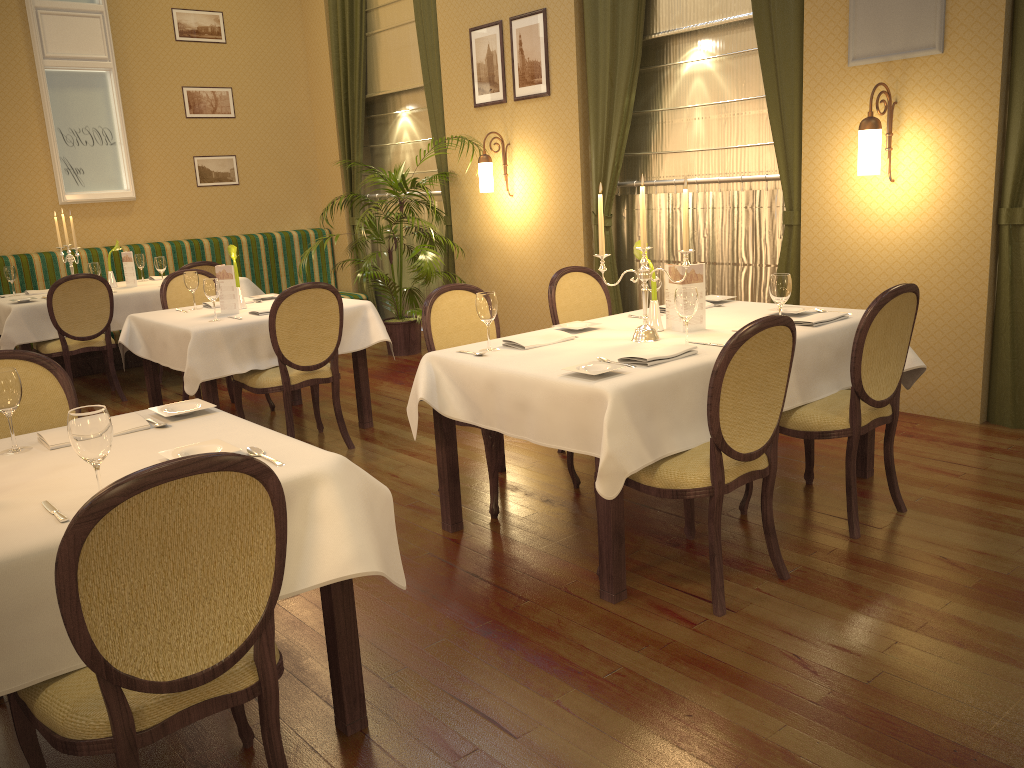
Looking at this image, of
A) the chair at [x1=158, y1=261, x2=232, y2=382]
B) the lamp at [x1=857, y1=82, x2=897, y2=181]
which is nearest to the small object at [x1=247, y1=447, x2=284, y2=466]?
the lamp at [x1=857, y1=82, x2=897, y2=181]

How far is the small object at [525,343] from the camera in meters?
3.5 m

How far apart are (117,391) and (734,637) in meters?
5.2

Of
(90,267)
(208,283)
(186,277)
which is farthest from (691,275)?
(90,267)

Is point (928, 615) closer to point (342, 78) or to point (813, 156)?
point (813, 156)

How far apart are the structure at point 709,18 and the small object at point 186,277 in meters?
3.0

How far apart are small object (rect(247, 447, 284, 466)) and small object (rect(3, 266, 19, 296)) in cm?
563

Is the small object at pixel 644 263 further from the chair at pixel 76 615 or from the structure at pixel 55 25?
the structure at pixel 55 25

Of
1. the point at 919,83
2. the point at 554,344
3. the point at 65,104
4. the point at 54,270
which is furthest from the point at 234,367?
the point at 65,104

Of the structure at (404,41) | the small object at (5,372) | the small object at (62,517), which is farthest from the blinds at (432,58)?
the small object at (62,517)
